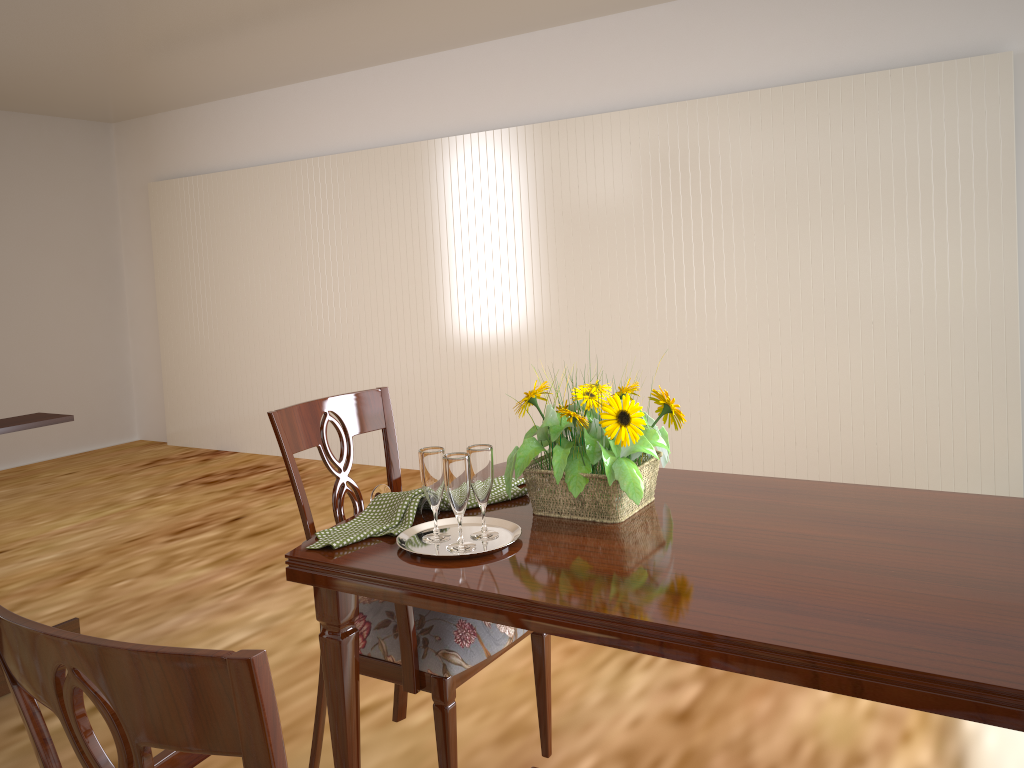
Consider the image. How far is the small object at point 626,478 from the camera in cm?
143

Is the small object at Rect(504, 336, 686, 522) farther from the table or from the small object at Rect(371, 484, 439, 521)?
the small object at Rect(371, 484, 439, 521)

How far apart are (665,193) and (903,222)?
1.1m

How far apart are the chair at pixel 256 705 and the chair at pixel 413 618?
0.5 meters

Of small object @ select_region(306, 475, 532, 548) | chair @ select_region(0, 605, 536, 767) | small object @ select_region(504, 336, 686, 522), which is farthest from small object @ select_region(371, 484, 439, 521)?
chair @ select_region(0, 605, 536, 767)

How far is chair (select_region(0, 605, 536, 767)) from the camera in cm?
62

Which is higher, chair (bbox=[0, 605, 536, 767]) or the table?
chair (bbox=[0, 605, 536, 767])

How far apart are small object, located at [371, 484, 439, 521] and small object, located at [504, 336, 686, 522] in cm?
15

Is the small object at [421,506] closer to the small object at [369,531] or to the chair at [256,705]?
the small object at [369,531]

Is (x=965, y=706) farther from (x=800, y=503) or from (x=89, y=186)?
(x=89, y=186)
